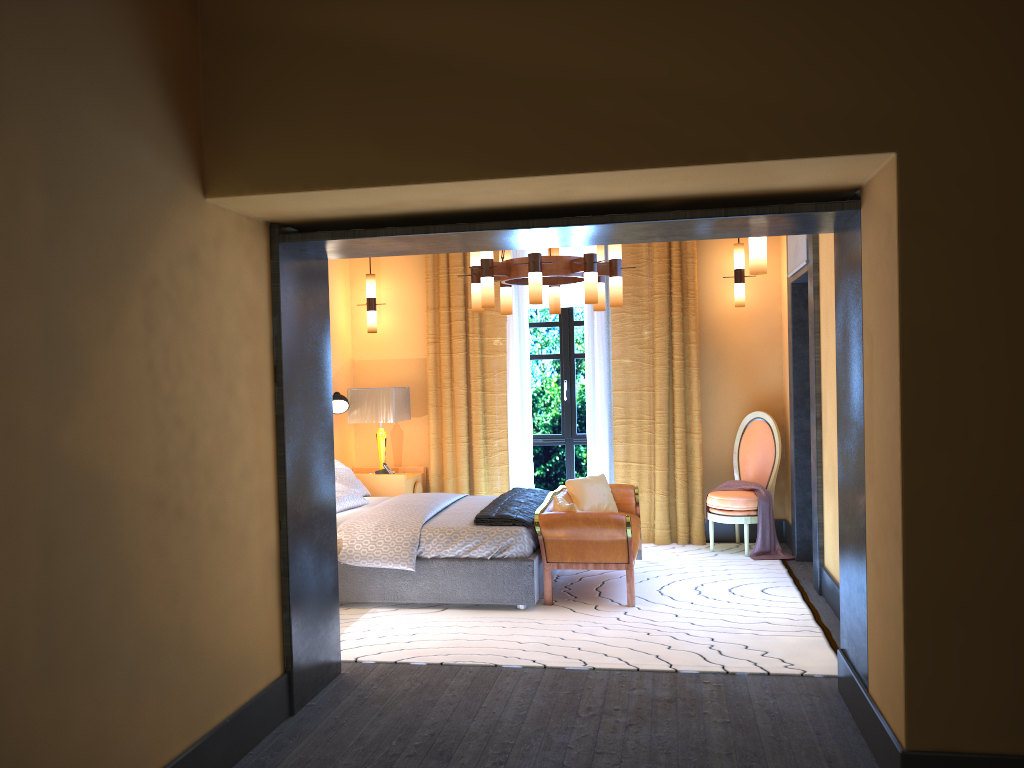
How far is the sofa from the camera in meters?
5.6 m

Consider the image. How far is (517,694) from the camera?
4.1 meters

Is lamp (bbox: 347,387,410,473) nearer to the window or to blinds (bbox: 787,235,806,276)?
the window

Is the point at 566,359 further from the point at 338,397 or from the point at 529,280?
the point at 529,280

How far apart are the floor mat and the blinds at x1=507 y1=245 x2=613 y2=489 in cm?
69

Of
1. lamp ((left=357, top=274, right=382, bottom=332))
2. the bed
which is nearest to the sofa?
the bed

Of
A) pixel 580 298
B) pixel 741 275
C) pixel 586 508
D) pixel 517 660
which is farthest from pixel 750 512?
pixel 517 660

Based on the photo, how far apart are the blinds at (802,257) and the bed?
2.61m

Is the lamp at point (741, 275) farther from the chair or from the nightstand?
the nightstand

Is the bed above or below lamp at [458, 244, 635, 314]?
below
